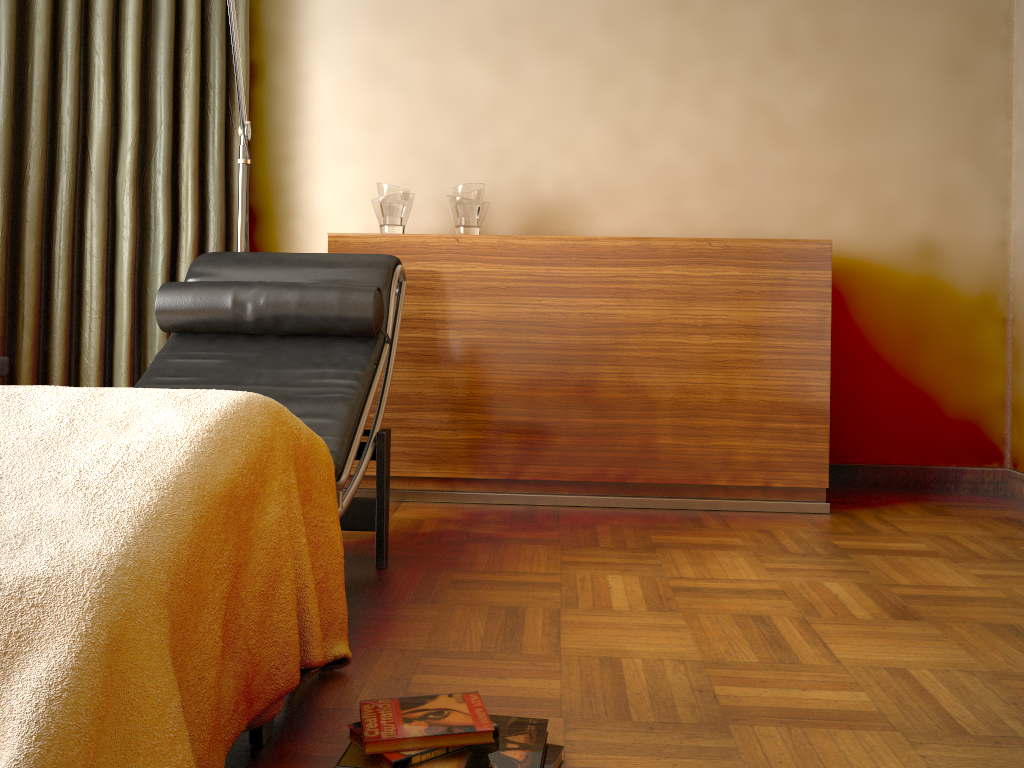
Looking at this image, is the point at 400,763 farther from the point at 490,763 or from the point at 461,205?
the point at 461,205

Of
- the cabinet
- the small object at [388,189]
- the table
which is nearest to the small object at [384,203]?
the small object at [388,189]

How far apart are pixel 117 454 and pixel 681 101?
2.7m

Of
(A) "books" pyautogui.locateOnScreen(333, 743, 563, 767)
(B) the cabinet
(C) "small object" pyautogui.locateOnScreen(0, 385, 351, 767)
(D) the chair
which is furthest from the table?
(A) "books" pyautogui.locateOnScreen(333, 743, 563, 767)

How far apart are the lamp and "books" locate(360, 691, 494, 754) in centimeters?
175cm

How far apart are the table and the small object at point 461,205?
1.5 meters

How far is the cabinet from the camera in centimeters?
289cm

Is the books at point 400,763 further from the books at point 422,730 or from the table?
the table

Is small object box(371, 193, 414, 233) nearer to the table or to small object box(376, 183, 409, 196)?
small object box(376, 183, 409, 196)

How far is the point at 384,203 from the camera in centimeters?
302cm
